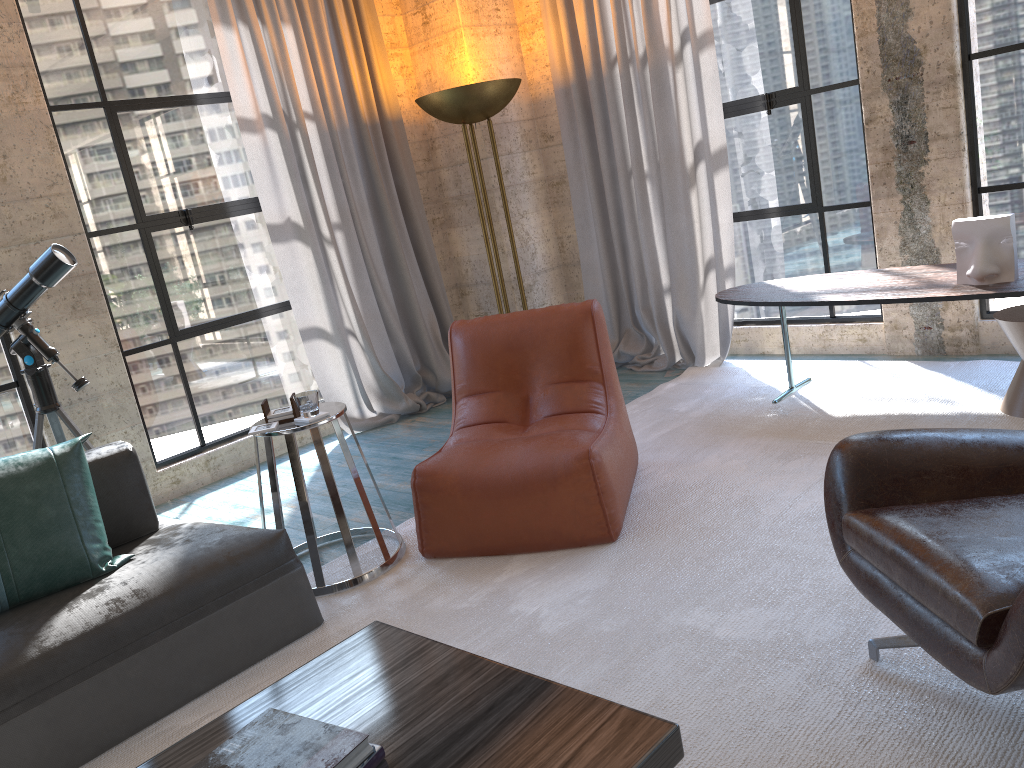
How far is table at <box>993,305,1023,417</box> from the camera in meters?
3.5

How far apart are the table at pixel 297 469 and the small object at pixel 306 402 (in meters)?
0.02

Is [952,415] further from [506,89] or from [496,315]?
[506,89]

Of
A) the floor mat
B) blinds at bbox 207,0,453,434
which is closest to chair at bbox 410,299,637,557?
the floor mat

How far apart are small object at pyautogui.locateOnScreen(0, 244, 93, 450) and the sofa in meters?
0.8

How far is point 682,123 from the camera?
4.9 meters

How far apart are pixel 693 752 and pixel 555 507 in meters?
1.2 m

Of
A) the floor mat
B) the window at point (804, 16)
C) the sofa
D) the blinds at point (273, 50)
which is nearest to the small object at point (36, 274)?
the sofa

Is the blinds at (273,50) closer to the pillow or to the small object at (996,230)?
the pillow

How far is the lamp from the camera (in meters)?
4.78
